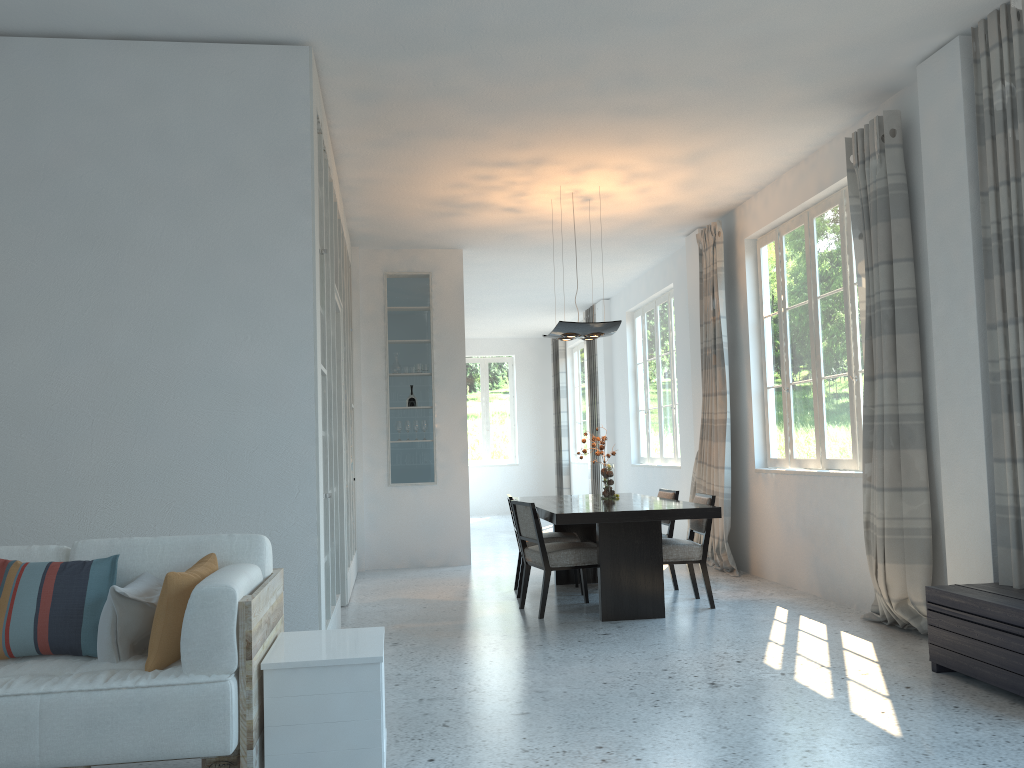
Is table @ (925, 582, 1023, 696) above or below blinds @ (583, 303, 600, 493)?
below

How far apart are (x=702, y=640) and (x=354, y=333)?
4.99m

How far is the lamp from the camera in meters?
6.9 m

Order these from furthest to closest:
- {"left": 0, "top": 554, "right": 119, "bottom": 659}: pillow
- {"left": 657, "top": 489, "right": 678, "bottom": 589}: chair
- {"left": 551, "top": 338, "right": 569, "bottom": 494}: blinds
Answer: {"left": 551, "top": 338, "right": 569, "bottom": 494}: blinds < {"left": 657, "top": 489, "right": 678, "bottom": 589}: chair < {"left": 0, "top": 554, "right": 119, "bottom": 659}: pillow

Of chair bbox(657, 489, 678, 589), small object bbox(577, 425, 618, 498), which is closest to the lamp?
small object bbox(577, 425, 618, 498)

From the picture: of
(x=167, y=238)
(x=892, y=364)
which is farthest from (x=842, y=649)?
(x=167, y=238)

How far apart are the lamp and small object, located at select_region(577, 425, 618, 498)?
1.04m

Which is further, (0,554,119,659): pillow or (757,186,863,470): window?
(757,186,863,470): window

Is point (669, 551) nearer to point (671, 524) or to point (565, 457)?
point (671, 524)

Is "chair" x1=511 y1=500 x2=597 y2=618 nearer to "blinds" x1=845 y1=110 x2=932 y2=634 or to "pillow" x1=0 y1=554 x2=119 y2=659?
"blinds" x1=845 y1=110 x2=932 y2=634
